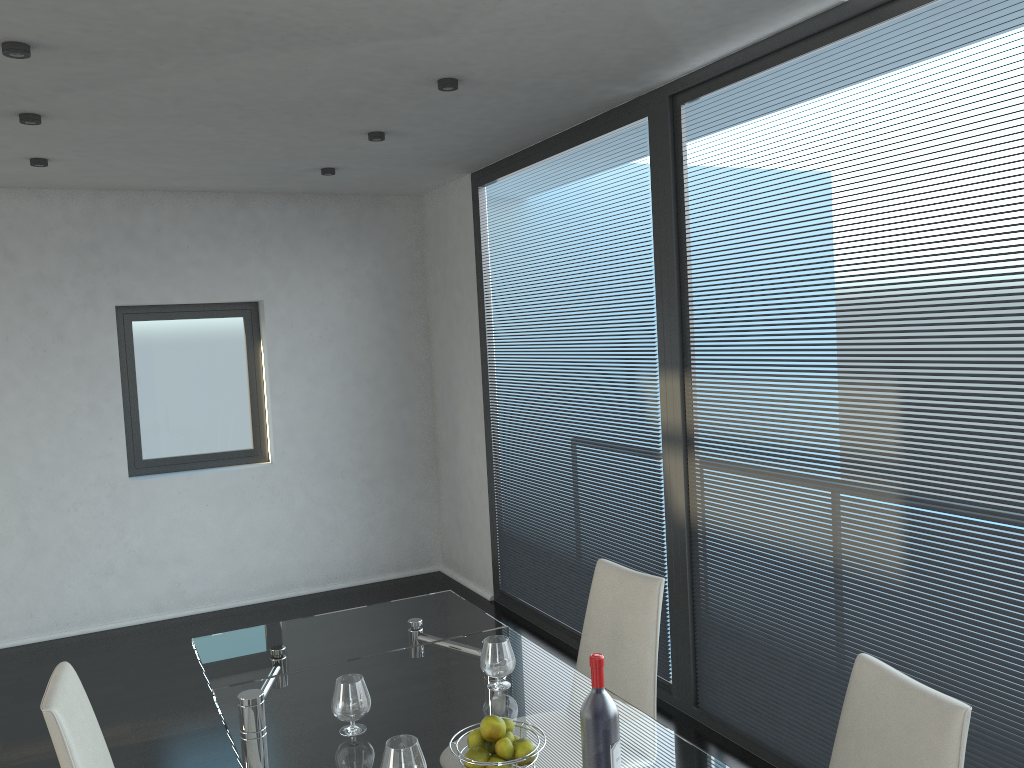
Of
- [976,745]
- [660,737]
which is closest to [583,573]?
[976,745]

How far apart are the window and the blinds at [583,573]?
1.81m

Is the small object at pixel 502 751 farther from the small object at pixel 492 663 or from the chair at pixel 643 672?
the chair at pixel 643 672

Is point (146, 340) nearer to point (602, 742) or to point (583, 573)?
point (583, 573)

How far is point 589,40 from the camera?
3.1 meters

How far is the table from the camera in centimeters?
209cm

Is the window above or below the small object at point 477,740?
above

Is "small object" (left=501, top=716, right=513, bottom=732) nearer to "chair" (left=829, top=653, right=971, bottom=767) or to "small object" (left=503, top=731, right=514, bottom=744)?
"small object" (left=503, top=731, right=514, bottom=744)

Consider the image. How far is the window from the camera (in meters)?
5.75

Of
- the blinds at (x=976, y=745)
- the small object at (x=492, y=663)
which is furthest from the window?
the small object at (x=492, y=663)
